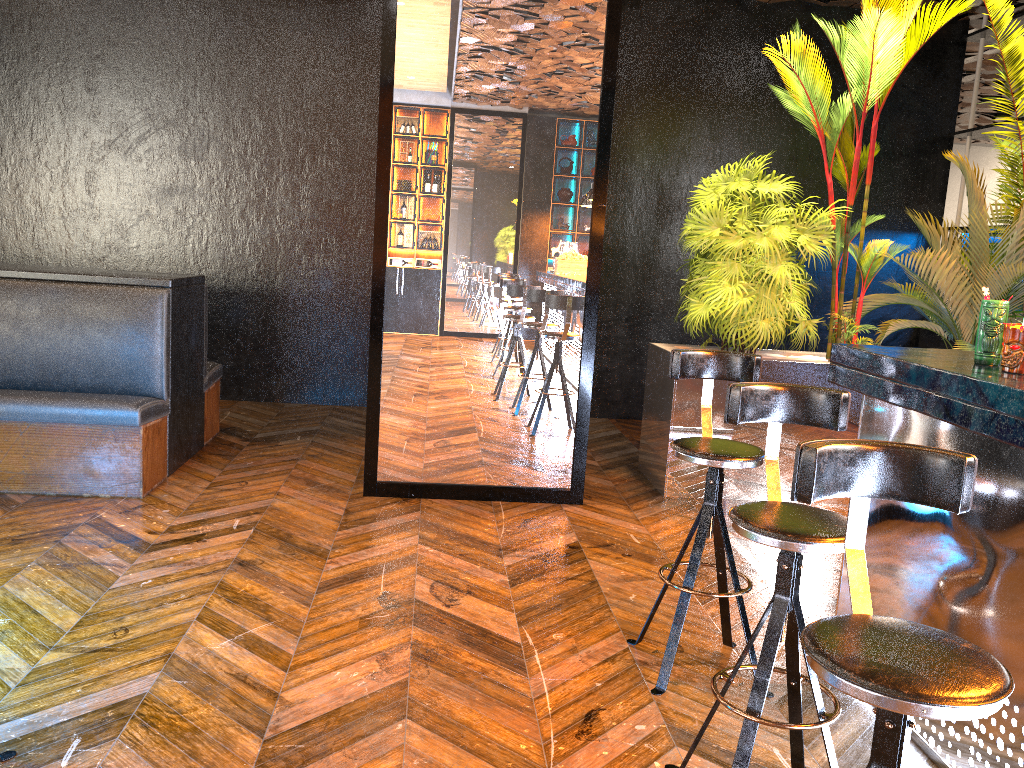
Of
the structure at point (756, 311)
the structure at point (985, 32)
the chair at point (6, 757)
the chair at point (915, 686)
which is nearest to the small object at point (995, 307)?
the chair at point (915, 686)

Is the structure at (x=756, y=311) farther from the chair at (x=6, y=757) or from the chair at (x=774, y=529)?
the chair at (x=6, y=757)

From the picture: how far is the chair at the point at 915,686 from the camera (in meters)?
1.34

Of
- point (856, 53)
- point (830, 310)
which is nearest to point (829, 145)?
point (856, 53)

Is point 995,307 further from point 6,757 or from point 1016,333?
point 6,757

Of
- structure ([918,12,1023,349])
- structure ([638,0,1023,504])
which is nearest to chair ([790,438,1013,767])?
structure ([638,0,1023,504])

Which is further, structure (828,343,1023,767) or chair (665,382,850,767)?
structure (828,343,1023,767)

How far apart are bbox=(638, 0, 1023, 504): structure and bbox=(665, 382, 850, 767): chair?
2.7m

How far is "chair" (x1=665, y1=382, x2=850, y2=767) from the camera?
2.11m

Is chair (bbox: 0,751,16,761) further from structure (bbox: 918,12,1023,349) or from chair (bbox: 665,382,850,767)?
structure (bbox: 918,12,1023,349)
